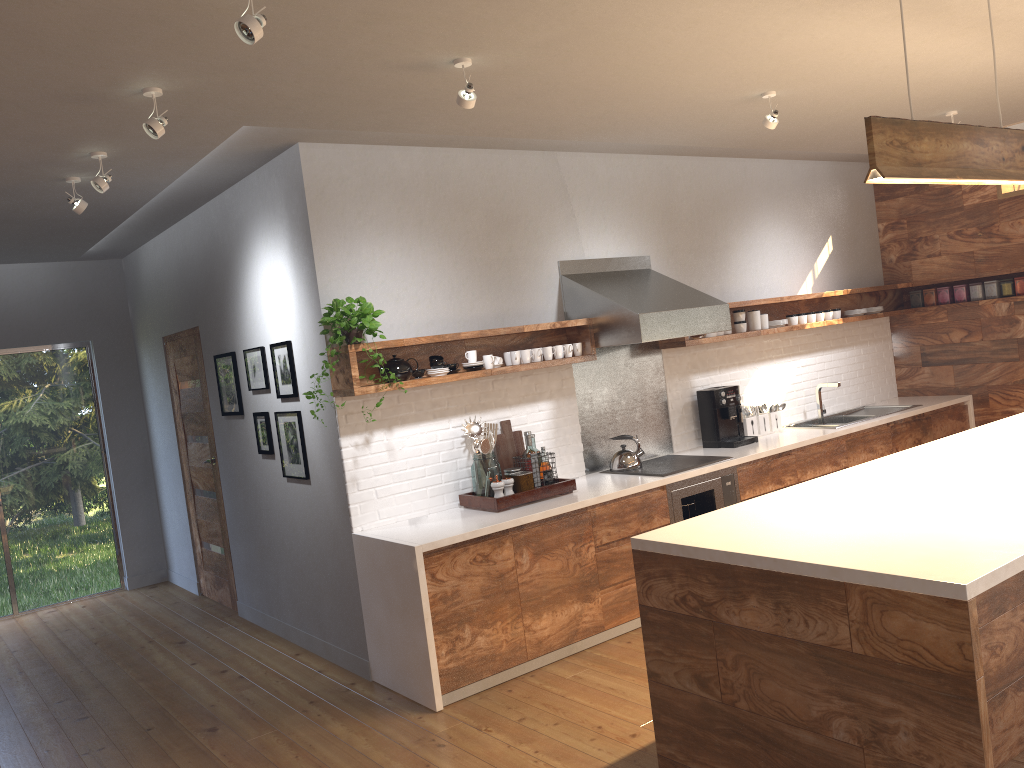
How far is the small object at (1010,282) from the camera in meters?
6.8

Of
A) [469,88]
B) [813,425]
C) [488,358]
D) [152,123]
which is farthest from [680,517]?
[152,123]

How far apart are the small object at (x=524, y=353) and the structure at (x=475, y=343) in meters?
0.1

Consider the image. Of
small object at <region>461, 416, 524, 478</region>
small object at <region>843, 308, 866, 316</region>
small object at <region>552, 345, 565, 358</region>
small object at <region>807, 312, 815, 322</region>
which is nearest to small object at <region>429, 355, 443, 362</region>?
small object at <region>461, 416, 524, 478</region>

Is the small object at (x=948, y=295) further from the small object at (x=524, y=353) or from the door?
the door

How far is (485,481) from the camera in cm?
478

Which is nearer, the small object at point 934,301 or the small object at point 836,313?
the small object at point 836,313

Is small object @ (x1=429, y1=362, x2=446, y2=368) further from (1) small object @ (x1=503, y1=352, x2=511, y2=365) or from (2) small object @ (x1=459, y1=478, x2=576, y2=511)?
(2) small object @ (x1=459, y1=478, x2=576, y2=511)

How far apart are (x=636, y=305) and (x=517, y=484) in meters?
1.3

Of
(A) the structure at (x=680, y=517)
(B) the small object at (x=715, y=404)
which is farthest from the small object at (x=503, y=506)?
(B) the small object at (x=715, y=404)
